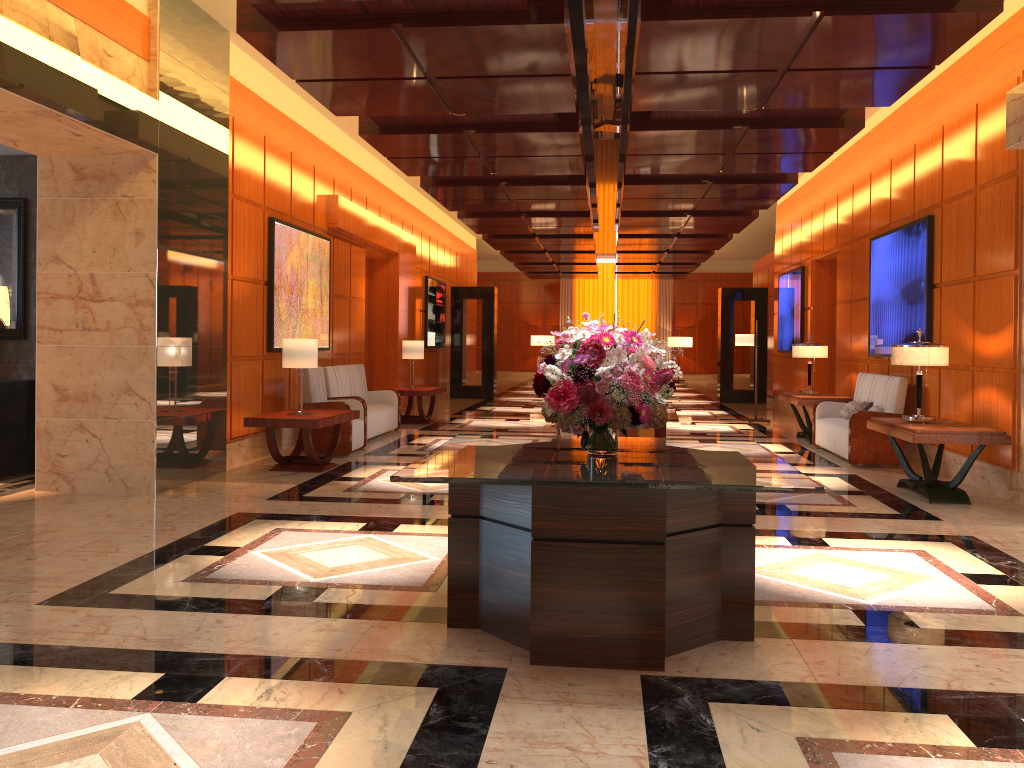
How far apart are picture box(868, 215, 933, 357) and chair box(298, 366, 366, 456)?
6.0 meters

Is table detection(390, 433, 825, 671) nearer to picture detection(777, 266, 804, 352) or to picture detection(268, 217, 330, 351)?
picture detection(268, 217, 330, 351)

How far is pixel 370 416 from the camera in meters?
10.9

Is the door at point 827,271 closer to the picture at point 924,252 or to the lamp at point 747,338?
the lamp at point 747,338

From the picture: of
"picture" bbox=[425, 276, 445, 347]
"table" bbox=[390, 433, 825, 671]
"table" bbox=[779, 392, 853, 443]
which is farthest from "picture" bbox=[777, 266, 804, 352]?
"table" bbox=[390, 433, 825, 671]

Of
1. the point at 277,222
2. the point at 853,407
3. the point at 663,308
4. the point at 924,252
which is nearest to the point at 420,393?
the point at 277,222

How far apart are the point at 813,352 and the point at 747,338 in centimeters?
283cm

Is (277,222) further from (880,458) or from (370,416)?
(880,458)

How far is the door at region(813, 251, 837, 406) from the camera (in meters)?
14.15

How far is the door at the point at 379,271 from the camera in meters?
14.9
